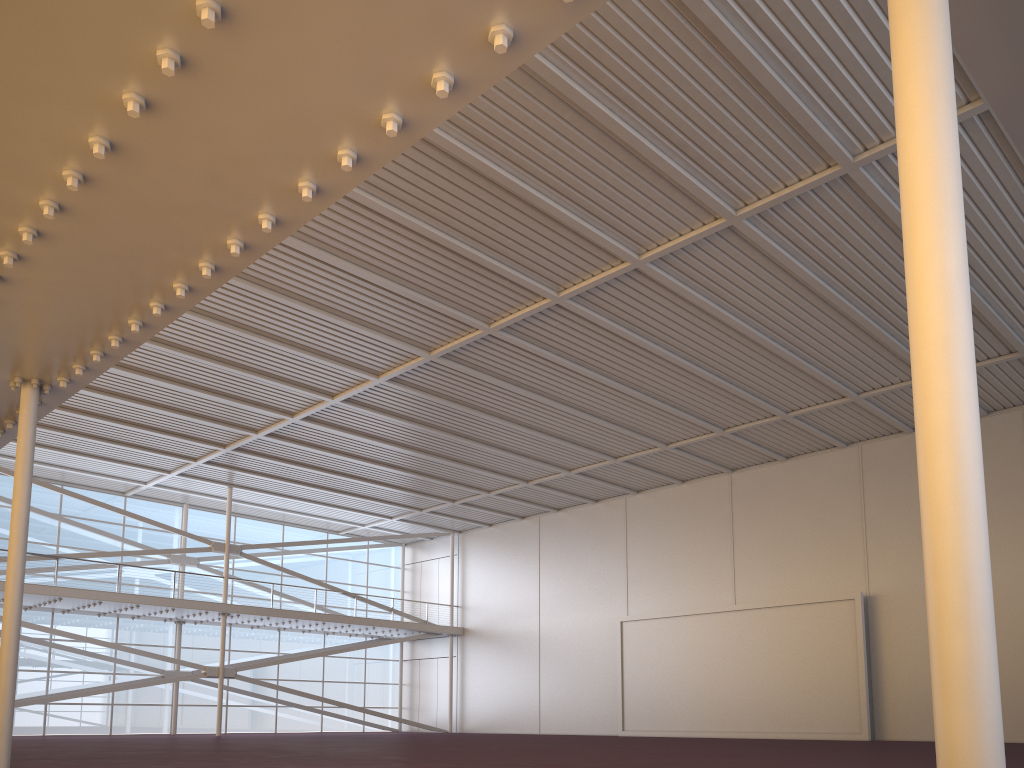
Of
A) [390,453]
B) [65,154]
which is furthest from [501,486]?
[65,154]

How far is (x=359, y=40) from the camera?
5.9 meters
